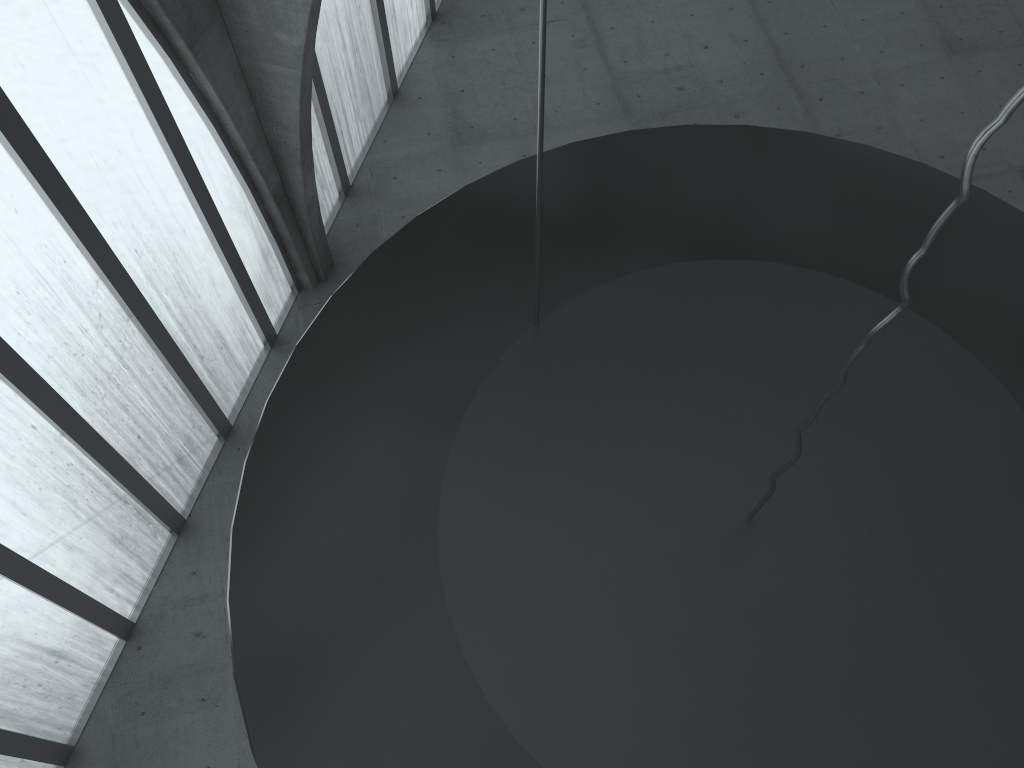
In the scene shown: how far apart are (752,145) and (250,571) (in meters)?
7.48

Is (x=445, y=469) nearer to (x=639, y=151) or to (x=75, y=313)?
(x=639, y=151)
